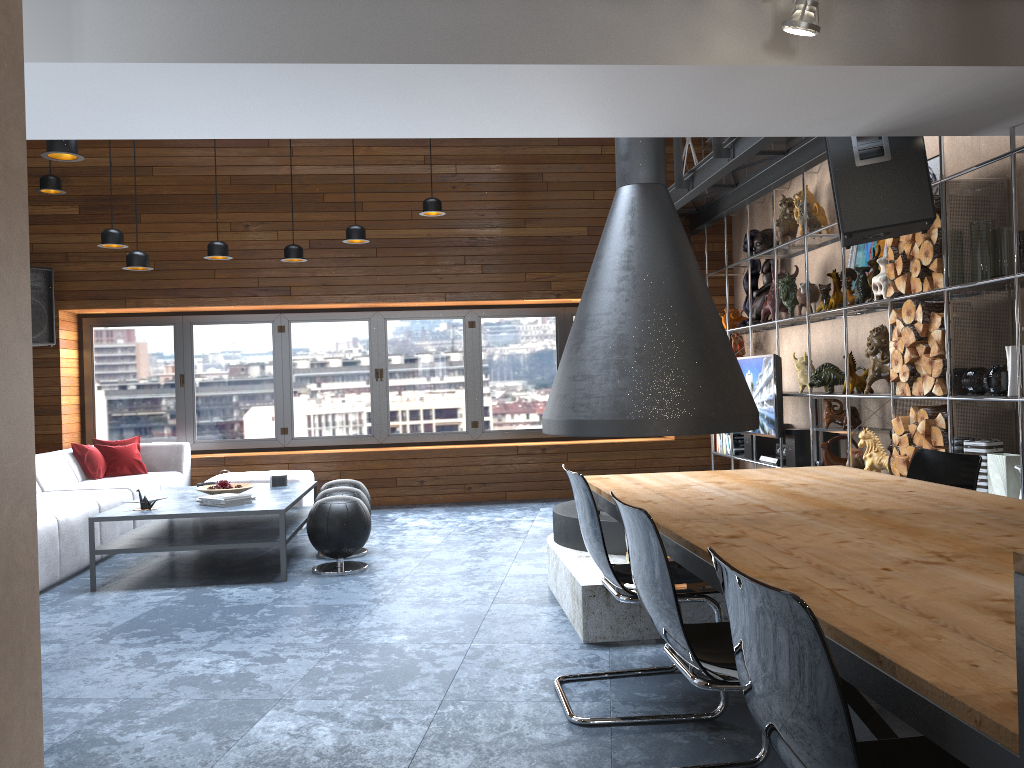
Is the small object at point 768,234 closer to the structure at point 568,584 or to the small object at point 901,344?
the small object at point 901,344

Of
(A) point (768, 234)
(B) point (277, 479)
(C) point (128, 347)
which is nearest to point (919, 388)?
(A) point (768, 234)

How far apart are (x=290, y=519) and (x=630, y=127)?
3.70m

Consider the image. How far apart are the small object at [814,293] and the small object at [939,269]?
1.7 meters

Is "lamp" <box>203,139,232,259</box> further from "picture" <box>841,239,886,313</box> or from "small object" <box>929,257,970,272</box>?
"small object" <box>929,257,970,272</box>

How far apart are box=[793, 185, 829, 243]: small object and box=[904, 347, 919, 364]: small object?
1.9m

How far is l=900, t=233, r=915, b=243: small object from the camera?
4.9m

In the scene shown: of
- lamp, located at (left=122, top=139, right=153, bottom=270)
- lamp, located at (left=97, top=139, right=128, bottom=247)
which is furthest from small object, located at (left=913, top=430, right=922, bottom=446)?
lamp, located at (left=97, top=139, right=128, bottom=247)

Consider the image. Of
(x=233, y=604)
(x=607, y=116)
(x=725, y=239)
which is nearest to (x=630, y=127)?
(x=607, y=116)

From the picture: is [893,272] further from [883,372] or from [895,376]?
[883,372]
